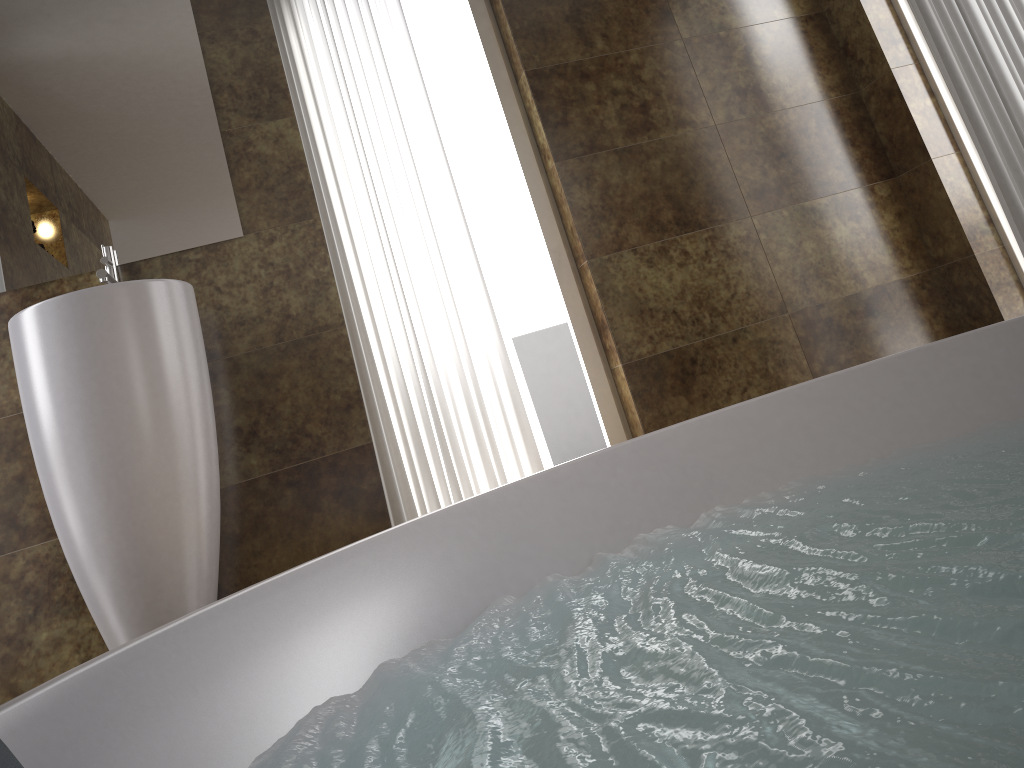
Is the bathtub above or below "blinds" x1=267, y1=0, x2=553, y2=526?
below

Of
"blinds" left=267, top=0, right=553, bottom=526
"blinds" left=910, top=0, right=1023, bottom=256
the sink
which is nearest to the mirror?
the sink

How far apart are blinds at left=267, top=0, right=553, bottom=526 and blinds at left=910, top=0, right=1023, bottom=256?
1.6 meters

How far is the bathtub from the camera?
0.57m

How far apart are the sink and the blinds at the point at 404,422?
0.5m

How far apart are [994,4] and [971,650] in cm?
253

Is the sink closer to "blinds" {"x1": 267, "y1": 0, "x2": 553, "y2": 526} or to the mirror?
the mirror

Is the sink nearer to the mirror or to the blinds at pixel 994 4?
the mirror

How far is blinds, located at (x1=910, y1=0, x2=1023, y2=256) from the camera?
2.5m

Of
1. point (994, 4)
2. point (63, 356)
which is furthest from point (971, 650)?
point (994, 4)
